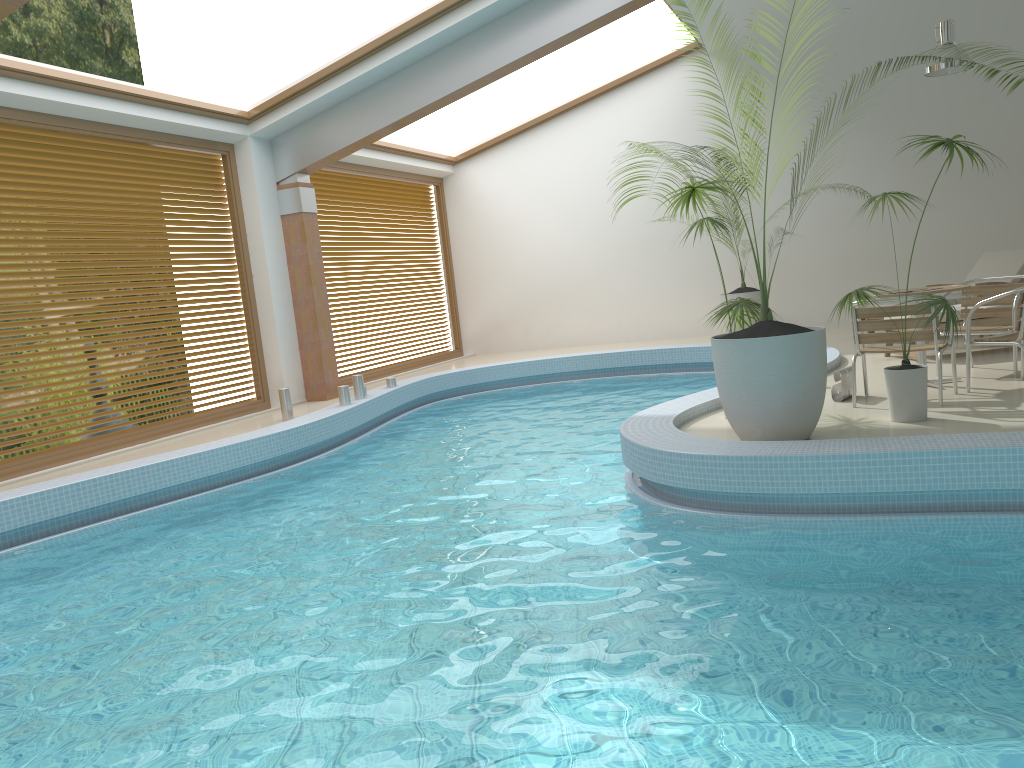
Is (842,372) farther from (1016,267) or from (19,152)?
(19,152)

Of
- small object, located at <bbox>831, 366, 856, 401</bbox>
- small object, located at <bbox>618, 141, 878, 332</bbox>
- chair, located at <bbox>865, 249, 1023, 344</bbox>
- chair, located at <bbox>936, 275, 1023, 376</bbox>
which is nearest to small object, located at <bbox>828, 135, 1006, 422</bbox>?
small object, located at <bbox>831, 366, 856, 401</bbox>

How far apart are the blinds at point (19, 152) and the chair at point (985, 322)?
7.5m

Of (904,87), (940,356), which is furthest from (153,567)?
(904,87)

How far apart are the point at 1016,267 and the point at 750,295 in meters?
3.3

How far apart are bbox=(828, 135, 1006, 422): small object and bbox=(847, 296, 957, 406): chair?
0.3m

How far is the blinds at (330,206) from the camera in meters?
12.1 m

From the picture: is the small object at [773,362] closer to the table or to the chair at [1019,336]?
the chair at [1019,336]

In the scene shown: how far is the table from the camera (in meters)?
6.37

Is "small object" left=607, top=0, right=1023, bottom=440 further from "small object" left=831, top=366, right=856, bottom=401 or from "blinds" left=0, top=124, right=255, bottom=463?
"blinds" left=0, top=124, right=255, bottom=463
